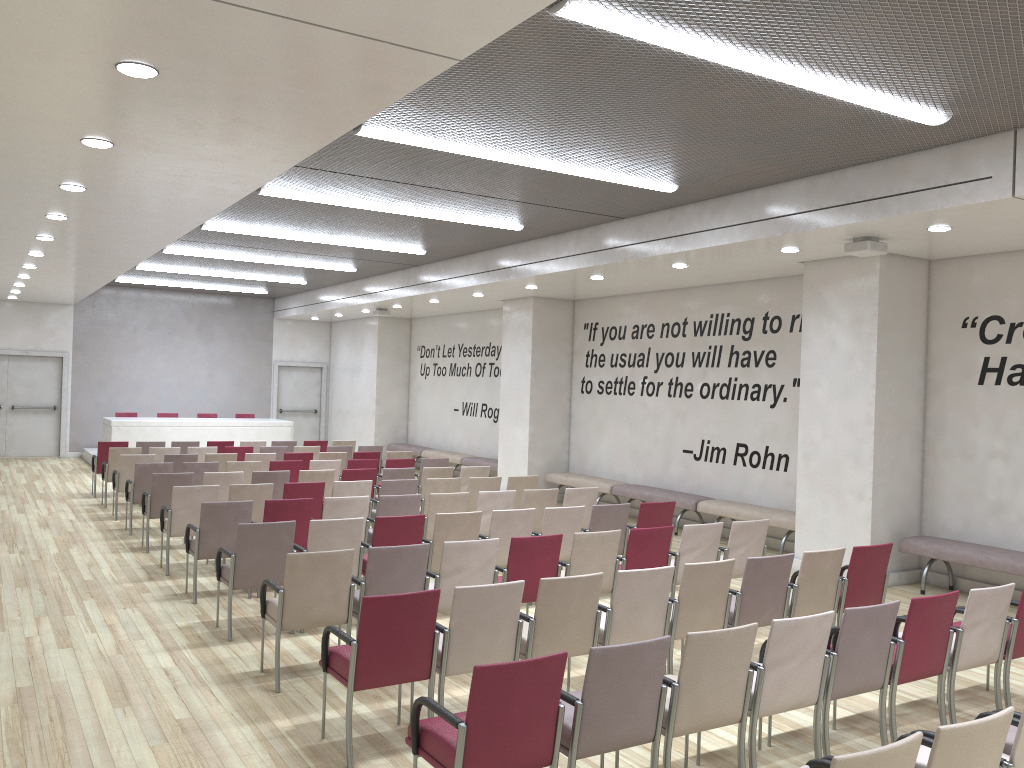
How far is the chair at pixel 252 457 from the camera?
12.8m

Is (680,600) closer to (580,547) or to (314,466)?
(580,547)

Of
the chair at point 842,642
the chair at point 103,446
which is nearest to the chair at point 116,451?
the chair at point 103,446

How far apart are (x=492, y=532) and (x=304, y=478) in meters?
3.7 m

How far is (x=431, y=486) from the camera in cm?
1019

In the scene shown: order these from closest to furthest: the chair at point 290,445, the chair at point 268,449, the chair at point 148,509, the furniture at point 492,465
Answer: the chair at point 148,509
the chair at point 268,449
the chair at point 290,445
the furniture at point 492,465

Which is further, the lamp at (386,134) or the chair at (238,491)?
the chair at (238,491)

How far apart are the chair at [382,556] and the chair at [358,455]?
7.51m

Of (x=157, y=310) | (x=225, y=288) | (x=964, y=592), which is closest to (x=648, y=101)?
(x=964, y=592)

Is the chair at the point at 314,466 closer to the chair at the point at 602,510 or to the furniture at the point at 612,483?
the furniture at the point at 612,483
